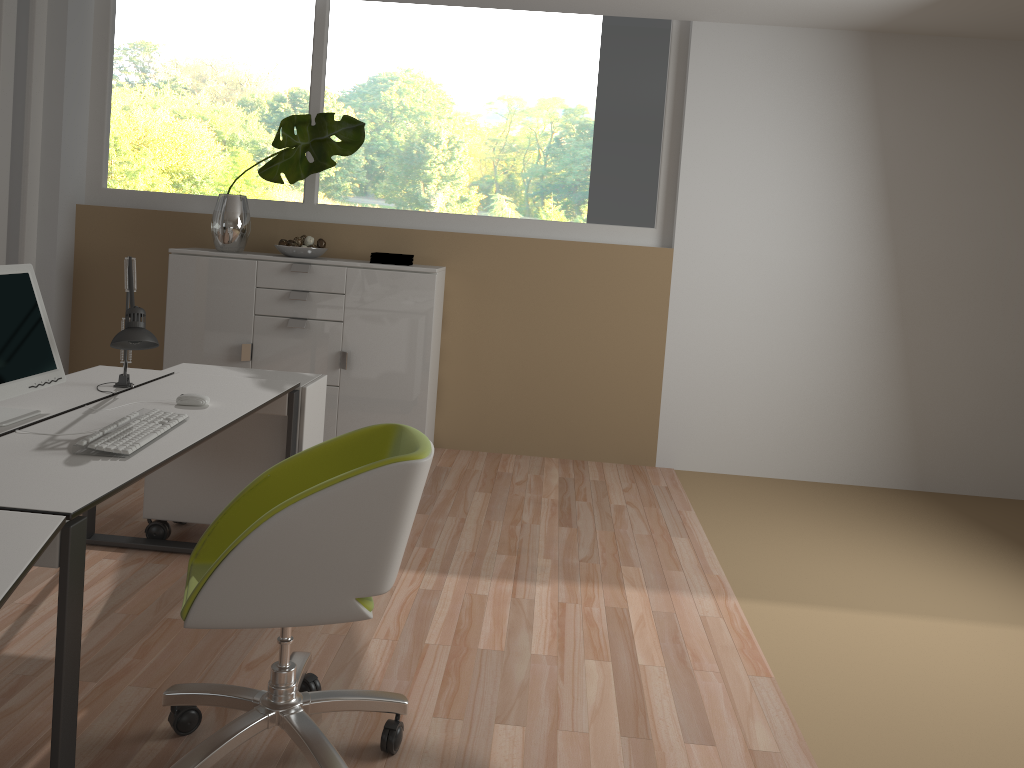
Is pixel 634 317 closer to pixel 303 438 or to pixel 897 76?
pixel 897 76

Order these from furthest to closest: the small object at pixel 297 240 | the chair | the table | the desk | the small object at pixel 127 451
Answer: the small object at pixel 297 240, the small object at pixel 127 451, the chair, the desk, the table

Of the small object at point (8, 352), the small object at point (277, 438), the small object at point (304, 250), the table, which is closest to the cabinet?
the small object at point (304, 250)

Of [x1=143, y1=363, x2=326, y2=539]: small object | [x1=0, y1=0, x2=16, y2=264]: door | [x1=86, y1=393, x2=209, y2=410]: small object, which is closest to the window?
[x1=0, y1=0, x2=16, y2=264]: door

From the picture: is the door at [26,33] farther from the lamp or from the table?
the table

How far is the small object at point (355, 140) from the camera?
4.87m

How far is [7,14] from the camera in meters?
4.5 m

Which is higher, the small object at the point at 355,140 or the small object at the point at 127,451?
the small object at the point at 355,140

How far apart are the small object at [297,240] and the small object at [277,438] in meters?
1.5 m

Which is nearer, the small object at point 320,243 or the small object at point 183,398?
the small object at point 183,398
